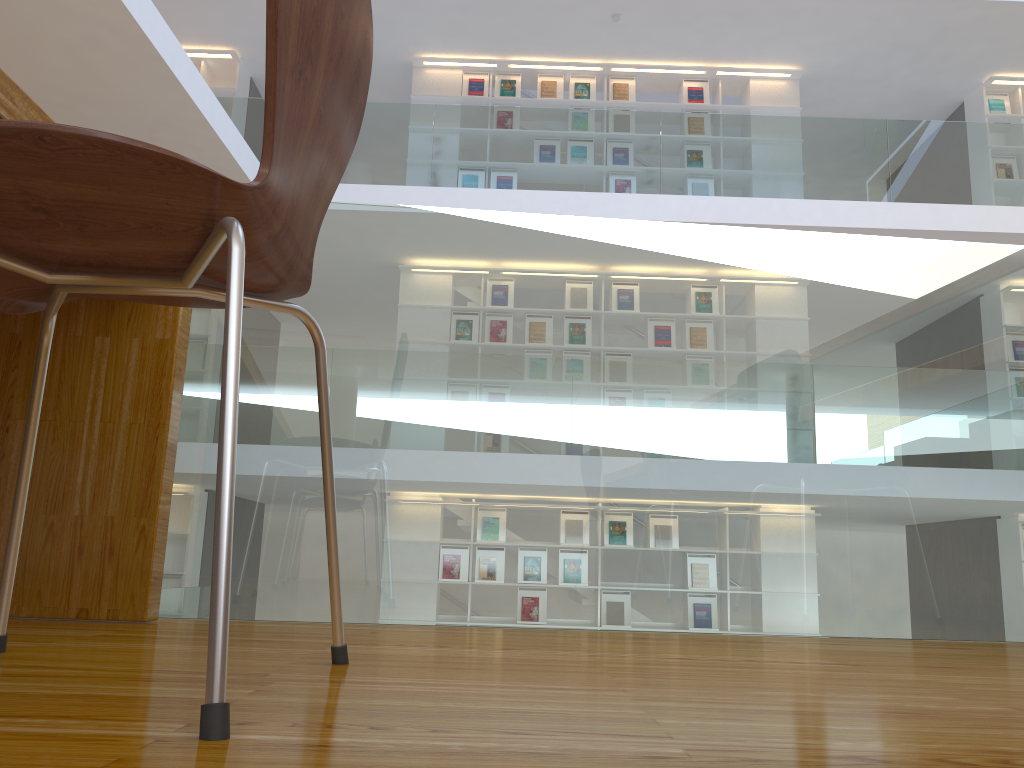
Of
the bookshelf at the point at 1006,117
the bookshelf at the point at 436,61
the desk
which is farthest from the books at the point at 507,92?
the desk

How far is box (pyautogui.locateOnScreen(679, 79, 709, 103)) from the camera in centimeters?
838cm

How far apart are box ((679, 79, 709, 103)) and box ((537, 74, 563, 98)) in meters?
1.2

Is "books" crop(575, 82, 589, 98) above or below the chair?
above

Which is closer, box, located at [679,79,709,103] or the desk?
the desk

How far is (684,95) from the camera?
8.38m

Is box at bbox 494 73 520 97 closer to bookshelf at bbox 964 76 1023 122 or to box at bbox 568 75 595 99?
box at bbox 568 75 595 99

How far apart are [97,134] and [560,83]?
8.3m

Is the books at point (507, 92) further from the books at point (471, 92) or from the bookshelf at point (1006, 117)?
the bookshelf at point (1006, 117)

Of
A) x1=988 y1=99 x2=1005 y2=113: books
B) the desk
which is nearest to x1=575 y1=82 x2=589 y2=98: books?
x1=988 y1=99 x2=1005 y2=113: books
